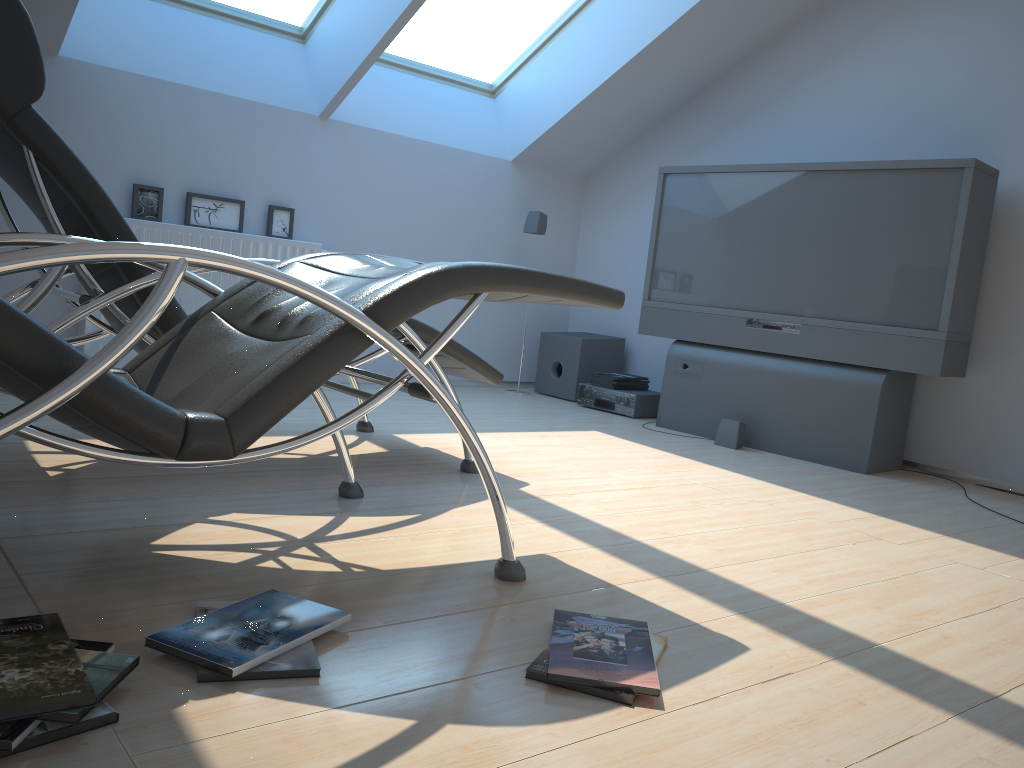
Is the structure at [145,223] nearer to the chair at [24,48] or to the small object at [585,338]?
the chair at [24,48]

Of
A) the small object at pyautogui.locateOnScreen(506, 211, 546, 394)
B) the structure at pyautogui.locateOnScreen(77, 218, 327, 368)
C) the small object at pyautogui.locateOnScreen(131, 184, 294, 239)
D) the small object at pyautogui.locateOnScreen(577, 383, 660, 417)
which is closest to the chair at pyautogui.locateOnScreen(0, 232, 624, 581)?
the structure at pyautogui.locateOnScreen(77, 218, 327, 368)

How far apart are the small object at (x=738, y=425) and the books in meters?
0.9 m

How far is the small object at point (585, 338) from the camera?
5.6 meters

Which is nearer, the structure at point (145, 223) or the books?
the books

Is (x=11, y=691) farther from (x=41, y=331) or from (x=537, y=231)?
(x=537, y=231)

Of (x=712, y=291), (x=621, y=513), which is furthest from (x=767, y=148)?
(x=621, y=513)

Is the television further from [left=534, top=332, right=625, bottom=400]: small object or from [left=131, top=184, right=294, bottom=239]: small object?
[left=131, top=184, right=294, bottom=239]: small object

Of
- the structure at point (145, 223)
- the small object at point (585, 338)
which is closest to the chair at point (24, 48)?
the structure at point (145, 223)

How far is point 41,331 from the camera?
1.4 meters
